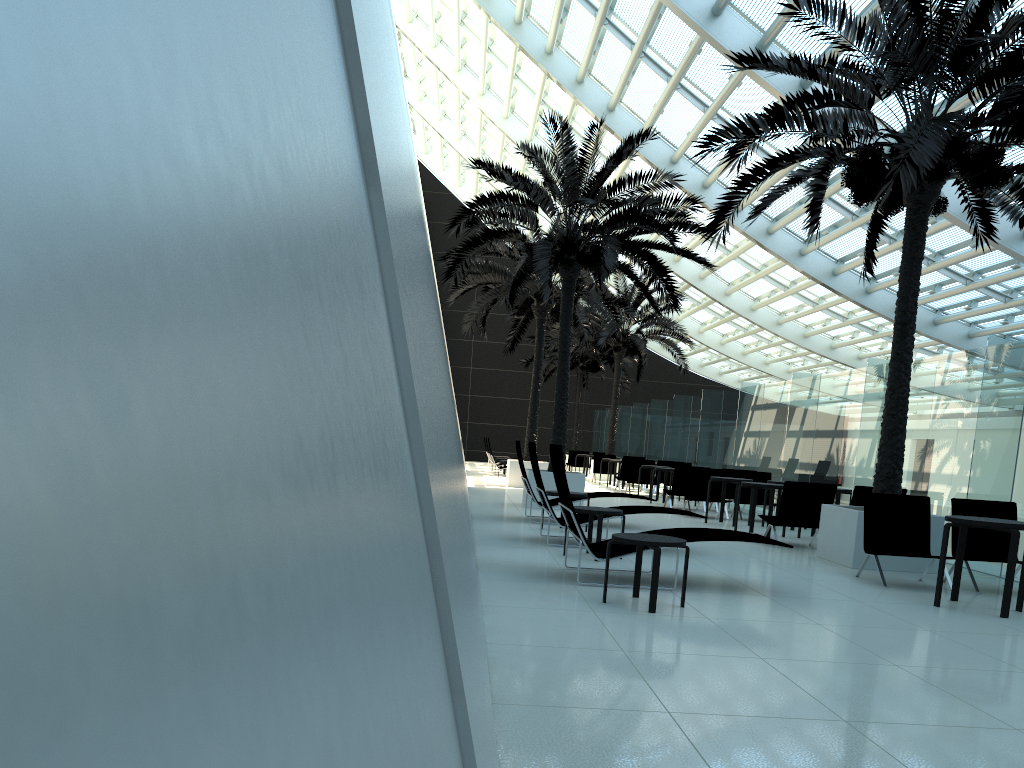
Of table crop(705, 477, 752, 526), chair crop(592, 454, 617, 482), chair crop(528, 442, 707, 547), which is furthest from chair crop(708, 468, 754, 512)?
chair crop(592, 454, 617, 482)

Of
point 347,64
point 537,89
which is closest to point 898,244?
point 537,89

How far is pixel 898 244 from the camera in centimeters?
1882cm

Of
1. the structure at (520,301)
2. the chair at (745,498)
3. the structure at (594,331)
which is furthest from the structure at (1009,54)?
the structure at (594,331)

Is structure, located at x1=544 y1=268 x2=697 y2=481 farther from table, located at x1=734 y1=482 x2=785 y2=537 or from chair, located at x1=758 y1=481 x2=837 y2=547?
chair, located at x1=758 y1=481 x2=837 y2=547

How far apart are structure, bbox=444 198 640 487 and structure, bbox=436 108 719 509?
0.9m

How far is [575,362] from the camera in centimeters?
3677cm

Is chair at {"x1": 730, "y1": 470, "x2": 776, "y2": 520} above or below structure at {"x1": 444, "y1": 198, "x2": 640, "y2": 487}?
below

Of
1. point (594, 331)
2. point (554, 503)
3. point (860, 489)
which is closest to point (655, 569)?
point (860, 489)

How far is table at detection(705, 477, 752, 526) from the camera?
14.10m
